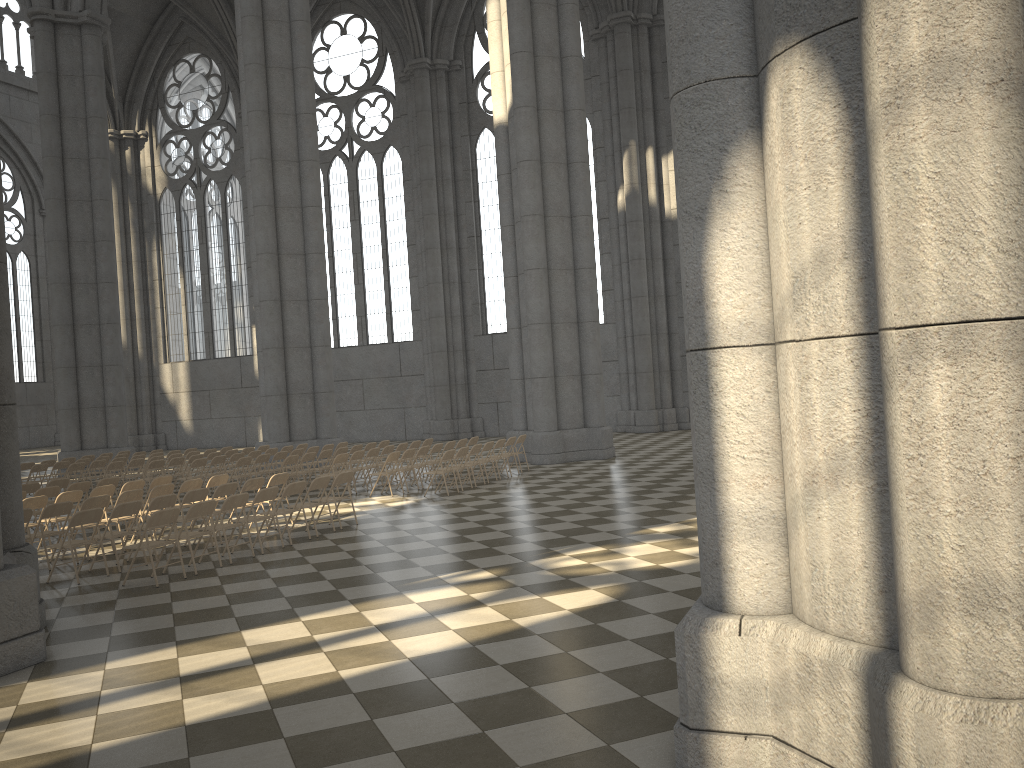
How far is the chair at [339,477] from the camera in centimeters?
1279cm

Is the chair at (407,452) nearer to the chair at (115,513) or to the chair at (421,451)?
the chair at (421,451)

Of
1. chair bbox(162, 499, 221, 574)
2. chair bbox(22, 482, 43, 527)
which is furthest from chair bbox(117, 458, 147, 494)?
chair bbox(162, 499, 221, 574)

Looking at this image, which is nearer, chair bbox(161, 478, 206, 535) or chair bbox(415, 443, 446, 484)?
chair bbox(161, 478, 206, 535)

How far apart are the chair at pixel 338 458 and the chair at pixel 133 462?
5.8m

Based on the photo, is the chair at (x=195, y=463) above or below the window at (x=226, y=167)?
below

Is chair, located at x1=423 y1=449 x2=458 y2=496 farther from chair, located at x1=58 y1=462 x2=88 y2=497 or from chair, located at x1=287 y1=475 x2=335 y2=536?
chair, located at x1=58 y1=462 x2=88 y2=497

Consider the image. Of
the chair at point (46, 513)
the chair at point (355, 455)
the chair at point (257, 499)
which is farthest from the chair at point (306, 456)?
the chair at point (46, 513)

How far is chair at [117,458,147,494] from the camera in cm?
1963

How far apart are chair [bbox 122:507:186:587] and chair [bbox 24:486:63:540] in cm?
477
